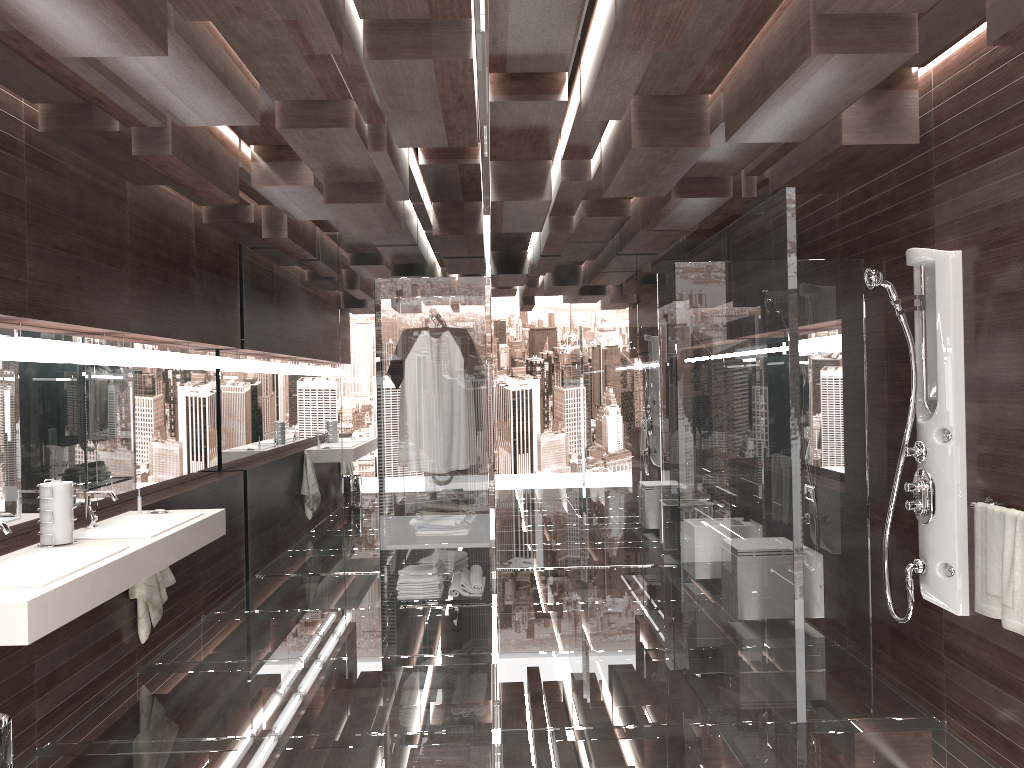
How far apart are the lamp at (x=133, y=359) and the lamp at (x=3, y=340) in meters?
1.1 m

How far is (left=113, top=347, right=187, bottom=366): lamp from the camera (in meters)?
4.75

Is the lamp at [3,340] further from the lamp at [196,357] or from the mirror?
the lamp at [196,357]

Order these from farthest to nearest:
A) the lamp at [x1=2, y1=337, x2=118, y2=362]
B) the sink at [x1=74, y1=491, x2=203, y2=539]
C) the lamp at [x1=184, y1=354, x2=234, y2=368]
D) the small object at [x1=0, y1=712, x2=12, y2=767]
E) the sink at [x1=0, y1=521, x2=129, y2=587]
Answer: the lamp at [x1=184, y1=354, x2=234, y2=368]
the sink at [x1=74, y1=491, x2=203, y2=539]
the lamp at [x1=2, y1=337, x2=118, y2=362]
the sink at [x1=0, y1=521, x2=129, y2=587]
the small object at [x1=0, y1=712, x2=12, y2=767]

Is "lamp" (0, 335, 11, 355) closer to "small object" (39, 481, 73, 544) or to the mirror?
the mirror

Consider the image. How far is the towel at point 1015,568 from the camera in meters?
3.0 m

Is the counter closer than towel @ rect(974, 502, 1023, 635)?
Yes

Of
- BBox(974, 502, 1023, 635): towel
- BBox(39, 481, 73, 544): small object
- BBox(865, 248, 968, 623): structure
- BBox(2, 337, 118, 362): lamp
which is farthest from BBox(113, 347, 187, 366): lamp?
BBox(974, 502, 1023, 635): towel

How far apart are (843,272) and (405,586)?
2.7m

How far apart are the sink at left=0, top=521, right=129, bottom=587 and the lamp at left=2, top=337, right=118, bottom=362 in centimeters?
82cm
